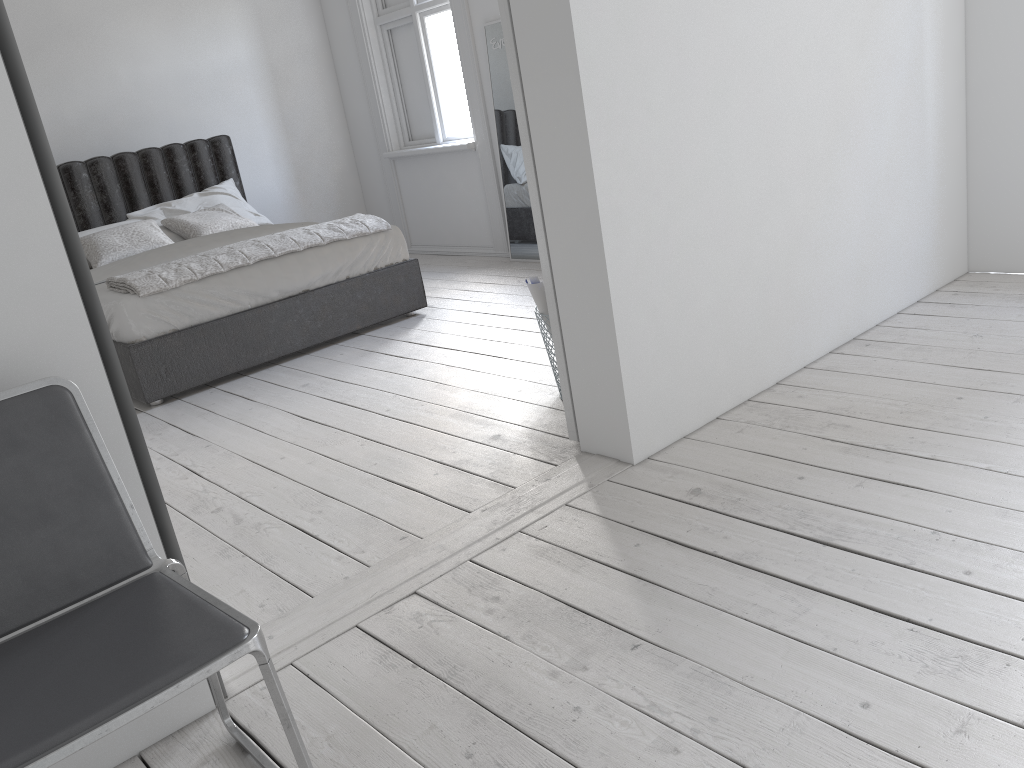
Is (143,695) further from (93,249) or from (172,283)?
(93,249)

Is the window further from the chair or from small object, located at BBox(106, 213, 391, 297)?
the chair

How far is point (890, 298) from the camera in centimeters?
356cm

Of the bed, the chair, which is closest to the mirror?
the bed

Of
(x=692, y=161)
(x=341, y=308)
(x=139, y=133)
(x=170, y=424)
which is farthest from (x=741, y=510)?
(x=139, y=133)

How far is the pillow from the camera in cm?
518

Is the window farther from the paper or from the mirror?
the paper

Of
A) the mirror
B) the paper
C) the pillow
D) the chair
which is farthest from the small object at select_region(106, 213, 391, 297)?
the chair

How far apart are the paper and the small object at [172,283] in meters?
1.9 m

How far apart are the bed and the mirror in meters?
1.2
